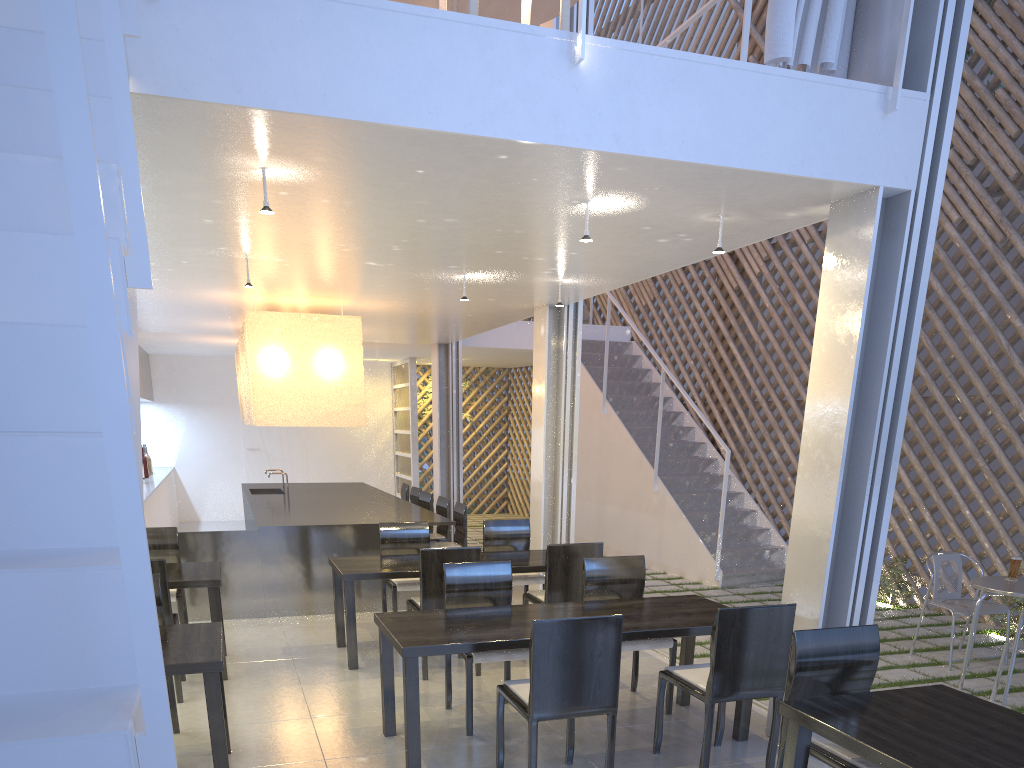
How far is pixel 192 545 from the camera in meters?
3.2 m

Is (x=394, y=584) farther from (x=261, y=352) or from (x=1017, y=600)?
(x=1017, y=600)

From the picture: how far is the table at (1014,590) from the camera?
2.42m

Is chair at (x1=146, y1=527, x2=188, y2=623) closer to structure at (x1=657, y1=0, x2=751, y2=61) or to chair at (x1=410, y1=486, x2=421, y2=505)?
chair at (x1=410, y1=486, x2=421, y2=505)

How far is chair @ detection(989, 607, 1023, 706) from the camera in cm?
220

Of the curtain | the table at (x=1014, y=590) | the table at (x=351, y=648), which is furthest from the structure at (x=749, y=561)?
the curtain

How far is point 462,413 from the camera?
5.47m

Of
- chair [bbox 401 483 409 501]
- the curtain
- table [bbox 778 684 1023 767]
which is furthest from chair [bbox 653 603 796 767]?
chair [bbox 401 483 409 501]

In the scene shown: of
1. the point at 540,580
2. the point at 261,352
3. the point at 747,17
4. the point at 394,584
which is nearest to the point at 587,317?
the point at 261,352

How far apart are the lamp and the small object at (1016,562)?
2.47m
